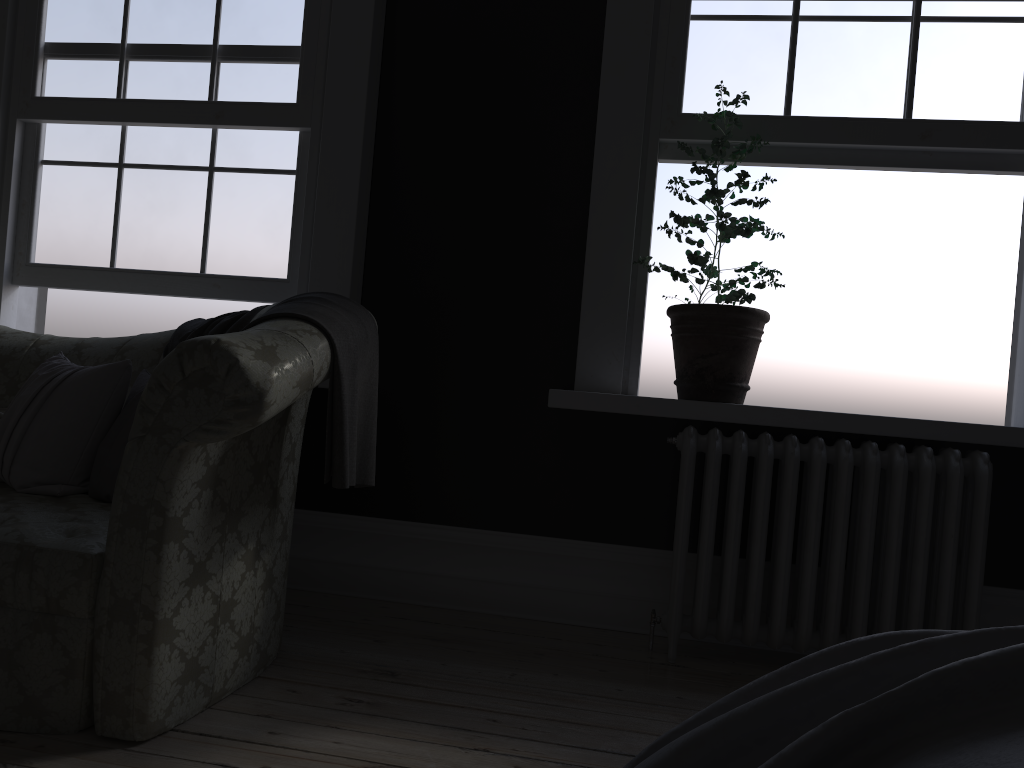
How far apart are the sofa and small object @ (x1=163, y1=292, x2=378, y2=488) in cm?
2

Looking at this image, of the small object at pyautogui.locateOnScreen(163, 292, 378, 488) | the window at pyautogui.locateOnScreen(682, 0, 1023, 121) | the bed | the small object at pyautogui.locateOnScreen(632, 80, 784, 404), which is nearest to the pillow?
the small object at pyautogui.locateOnScreen(163, 292, 378, 488)

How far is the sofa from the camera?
2.00m

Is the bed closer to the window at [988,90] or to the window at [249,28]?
the window at [988,90]

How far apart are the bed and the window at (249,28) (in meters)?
3.09

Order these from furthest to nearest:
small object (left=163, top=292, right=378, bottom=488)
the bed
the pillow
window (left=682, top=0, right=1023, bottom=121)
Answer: window (left=682, top=0, right=1023, bottom=121) < the pillow < small object (left=163, top=292, right=378, bottom=488) < the bed

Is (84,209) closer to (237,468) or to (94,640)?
(237,468)

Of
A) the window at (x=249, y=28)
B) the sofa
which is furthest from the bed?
the window at (x=249, y=28)

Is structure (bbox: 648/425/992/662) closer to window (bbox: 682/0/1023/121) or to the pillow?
window (bbox: 682/0/1023/121)

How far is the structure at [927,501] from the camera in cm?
292
